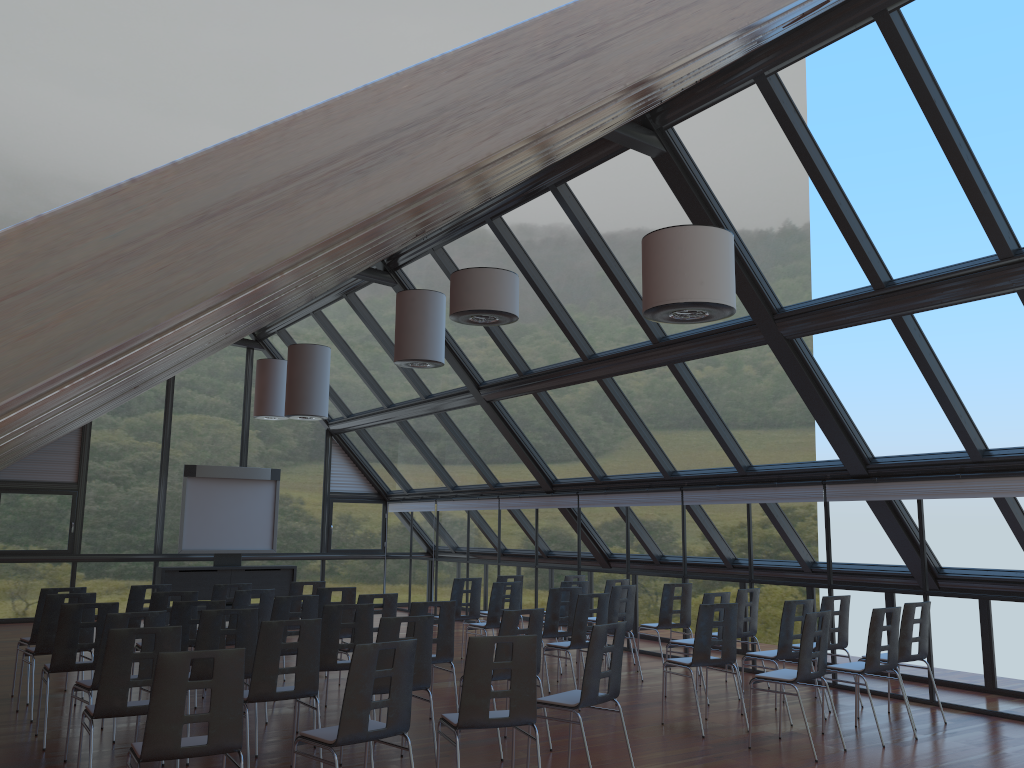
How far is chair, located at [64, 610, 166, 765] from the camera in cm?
688

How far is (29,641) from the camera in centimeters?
949cm

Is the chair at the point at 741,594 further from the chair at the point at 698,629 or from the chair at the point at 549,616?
the chair at the point at 698,629

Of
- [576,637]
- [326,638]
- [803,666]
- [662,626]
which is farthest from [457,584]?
[803,666]

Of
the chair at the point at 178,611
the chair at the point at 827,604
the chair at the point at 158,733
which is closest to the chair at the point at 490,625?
the chair at the point at 827,604

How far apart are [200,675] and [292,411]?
6.8m

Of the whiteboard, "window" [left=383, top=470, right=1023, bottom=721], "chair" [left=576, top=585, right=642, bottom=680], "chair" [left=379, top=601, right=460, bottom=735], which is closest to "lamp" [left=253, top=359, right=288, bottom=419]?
the whiteboard

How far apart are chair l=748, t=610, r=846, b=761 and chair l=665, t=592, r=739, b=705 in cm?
200

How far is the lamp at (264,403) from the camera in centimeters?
1711cm

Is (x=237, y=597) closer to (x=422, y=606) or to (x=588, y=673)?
(x=422, y=606)
